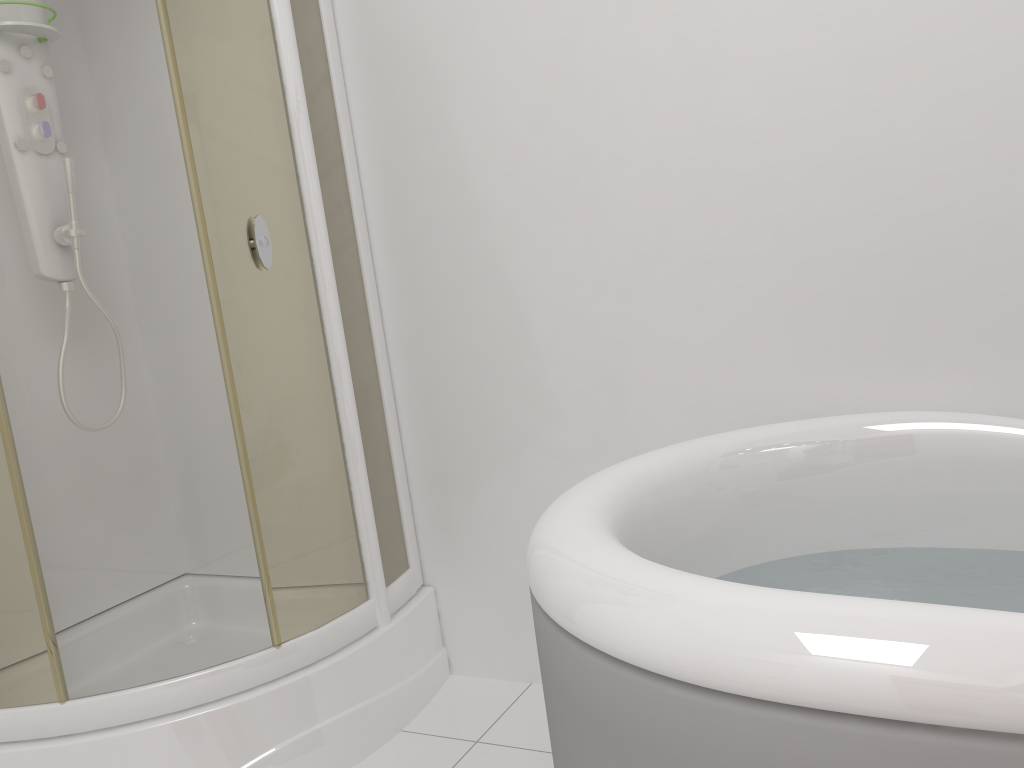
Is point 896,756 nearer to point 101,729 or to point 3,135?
point 101,729

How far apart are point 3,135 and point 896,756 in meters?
2.2

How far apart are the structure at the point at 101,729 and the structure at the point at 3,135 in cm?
Result: 16

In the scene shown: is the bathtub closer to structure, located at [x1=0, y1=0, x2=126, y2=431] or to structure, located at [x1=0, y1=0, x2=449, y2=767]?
structure, located at [x1=0, y1=0, x2=449, y2=767]

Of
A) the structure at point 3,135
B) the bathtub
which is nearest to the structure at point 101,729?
the structure at point 3,135

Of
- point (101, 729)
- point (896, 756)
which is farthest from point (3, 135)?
point (896, 756)

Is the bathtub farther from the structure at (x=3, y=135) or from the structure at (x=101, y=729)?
the structure at (x=3, y=135)

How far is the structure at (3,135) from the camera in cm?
207

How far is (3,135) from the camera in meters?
2.1 m

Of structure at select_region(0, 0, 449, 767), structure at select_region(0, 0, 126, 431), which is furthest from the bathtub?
structure at select_region(0, 0, 126, 431)
